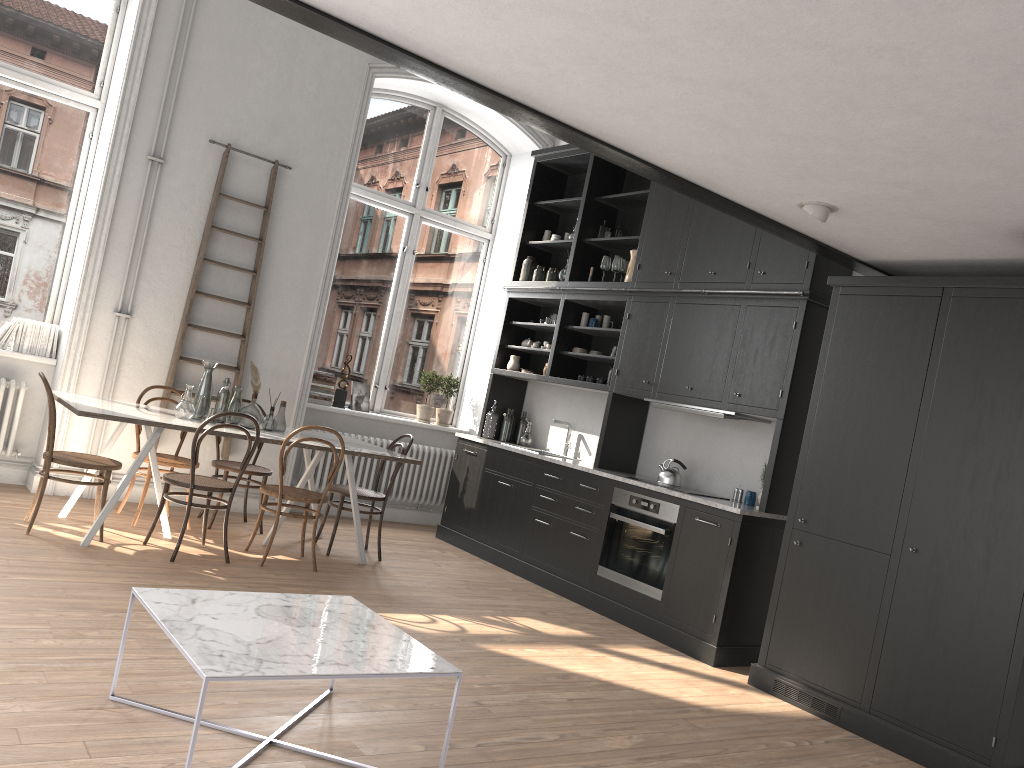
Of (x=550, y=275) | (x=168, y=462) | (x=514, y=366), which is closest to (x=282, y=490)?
(x=168, y=462)

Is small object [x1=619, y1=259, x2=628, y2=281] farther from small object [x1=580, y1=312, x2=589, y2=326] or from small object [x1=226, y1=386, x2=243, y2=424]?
small object [x1=226, y1=386, x2=243, y2=424]

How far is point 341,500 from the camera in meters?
6.2

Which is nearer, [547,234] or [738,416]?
[738,416]

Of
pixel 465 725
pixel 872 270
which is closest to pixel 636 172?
pixel 872 270

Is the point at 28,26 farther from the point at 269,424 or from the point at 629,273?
the point at 629,273

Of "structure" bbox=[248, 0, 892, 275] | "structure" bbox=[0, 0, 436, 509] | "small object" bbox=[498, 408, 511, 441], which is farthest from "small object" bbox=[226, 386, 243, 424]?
"structure" bbox=[248, 0, 892, 275]

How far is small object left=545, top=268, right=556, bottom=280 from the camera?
7.75m

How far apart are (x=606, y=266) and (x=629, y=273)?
0.3m

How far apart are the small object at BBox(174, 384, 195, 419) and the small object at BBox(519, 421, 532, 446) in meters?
3.1 m
